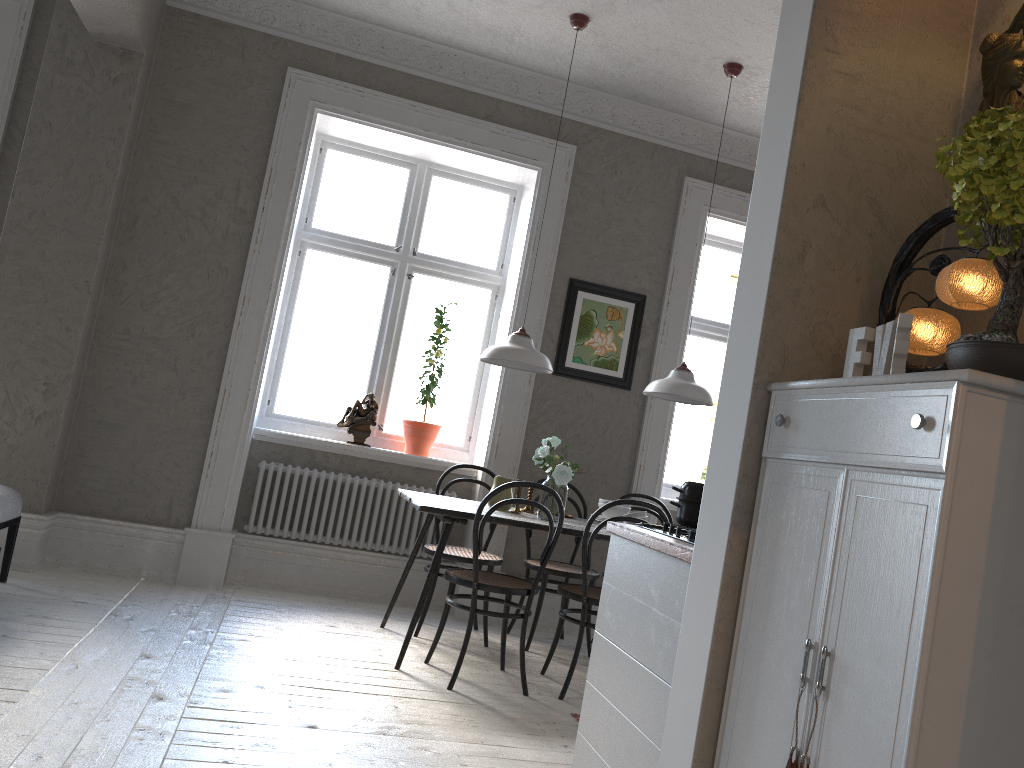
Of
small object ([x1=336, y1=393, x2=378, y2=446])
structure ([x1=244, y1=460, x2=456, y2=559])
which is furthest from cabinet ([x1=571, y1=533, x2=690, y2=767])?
small object ([x1=336, y1=393, x2=378, y2=446])

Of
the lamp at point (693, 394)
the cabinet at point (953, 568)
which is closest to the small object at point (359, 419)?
the lamp at point (693, 394)

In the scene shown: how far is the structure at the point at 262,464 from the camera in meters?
5.2

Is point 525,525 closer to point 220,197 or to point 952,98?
point 952,98

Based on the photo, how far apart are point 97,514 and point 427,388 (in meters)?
1.99

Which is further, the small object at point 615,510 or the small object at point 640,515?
the small object at point 615,510

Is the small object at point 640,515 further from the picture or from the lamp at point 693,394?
the picture

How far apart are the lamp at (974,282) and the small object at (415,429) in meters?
3.6 m

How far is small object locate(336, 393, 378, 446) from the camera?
5.39m

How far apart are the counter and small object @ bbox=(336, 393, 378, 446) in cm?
275
